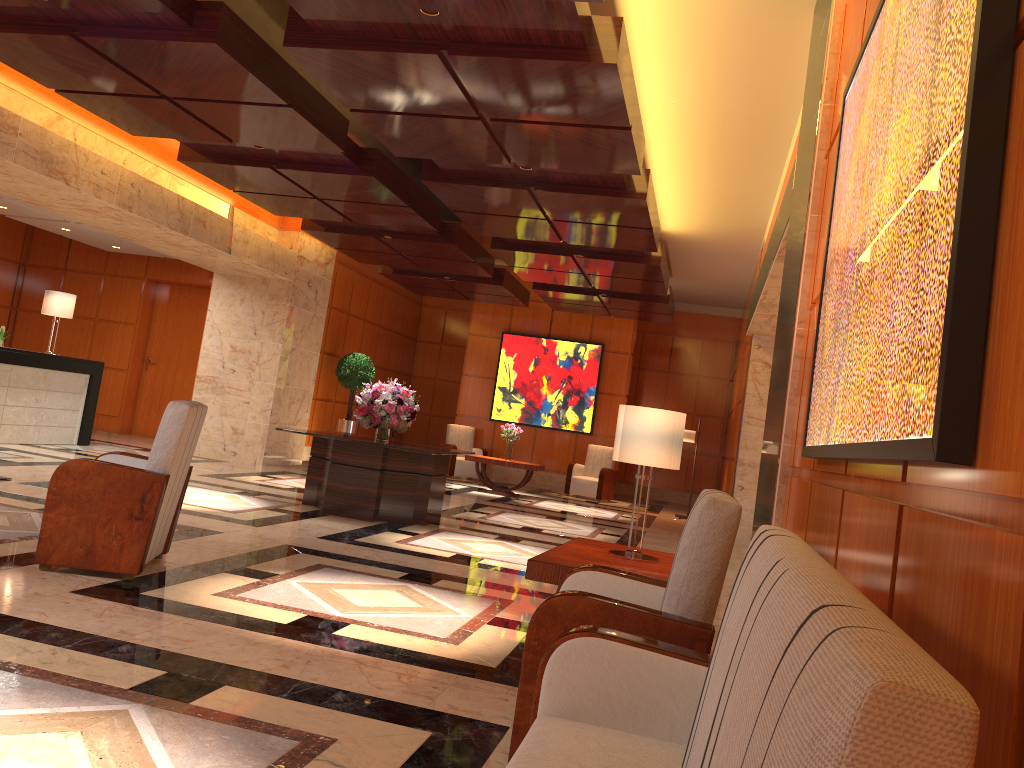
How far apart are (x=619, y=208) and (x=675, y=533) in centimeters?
509cm

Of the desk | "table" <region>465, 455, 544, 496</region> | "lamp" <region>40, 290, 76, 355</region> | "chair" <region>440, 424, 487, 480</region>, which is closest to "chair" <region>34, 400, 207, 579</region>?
the desk

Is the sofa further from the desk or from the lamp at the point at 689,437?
the lamp at the point at 689,437

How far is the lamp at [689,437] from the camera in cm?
1441

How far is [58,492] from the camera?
4.60m

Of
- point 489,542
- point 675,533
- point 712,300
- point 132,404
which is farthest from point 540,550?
point 712,300

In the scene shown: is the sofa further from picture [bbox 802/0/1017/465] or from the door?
the door

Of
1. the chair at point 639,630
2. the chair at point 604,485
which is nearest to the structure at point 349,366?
the chair at point 604,485

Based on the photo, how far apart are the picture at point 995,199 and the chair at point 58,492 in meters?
3.2 m

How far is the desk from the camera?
10.65m
